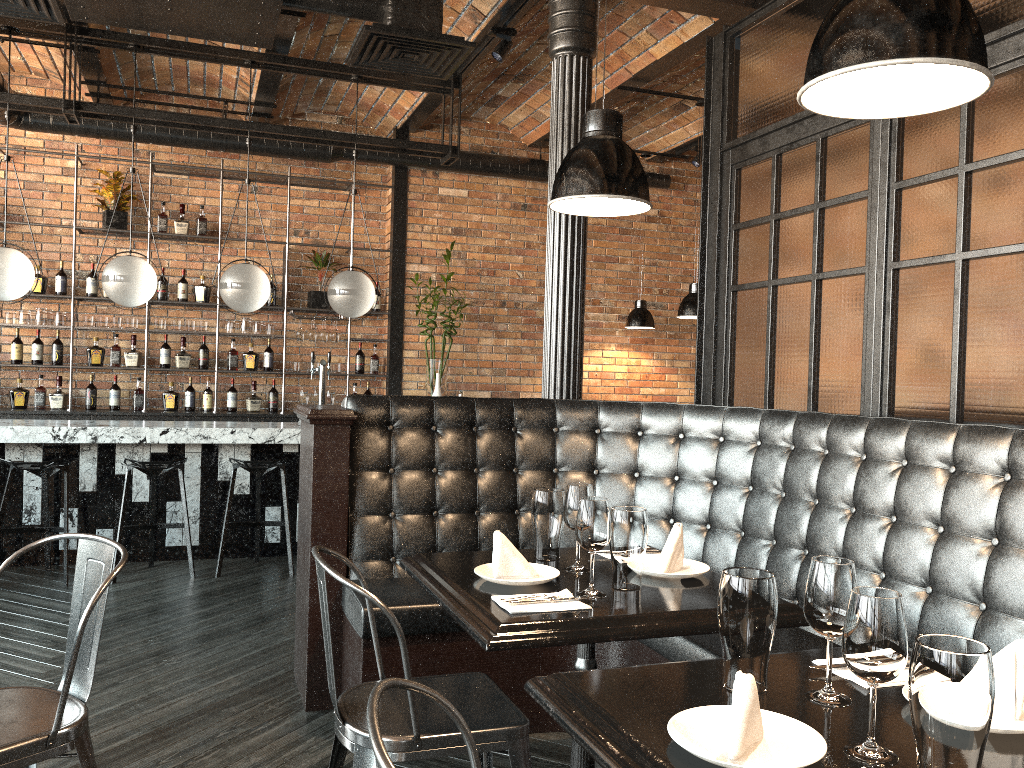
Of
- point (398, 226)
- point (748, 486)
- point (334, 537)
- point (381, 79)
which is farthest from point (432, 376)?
point (748, 486)

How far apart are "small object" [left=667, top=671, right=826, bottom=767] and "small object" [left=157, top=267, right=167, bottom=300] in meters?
7.1 m

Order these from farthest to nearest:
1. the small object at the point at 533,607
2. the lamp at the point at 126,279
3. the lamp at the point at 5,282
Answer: the lamp at the point at 126,279, the lamp at the point at 5,282, the small object at the point at 533,607

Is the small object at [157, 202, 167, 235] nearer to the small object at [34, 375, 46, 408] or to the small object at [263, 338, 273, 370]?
the small object at [263, 338, 273, 370]

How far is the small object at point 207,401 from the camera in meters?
7.7 m

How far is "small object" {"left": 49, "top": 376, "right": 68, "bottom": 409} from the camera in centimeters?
729cm

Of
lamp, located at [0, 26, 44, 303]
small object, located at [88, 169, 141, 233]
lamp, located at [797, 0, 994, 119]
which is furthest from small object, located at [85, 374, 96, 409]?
lamp, located at [797, 0, 994, 119]

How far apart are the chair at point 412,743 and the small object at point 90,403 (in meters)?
5.84

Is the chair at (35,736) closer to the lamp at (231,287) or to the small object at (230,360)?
the lamp at (231,287)

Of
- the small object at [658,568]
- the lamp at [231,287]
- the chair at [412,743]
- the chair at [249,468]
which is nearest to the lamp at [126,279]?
the lamp at [231,287]
